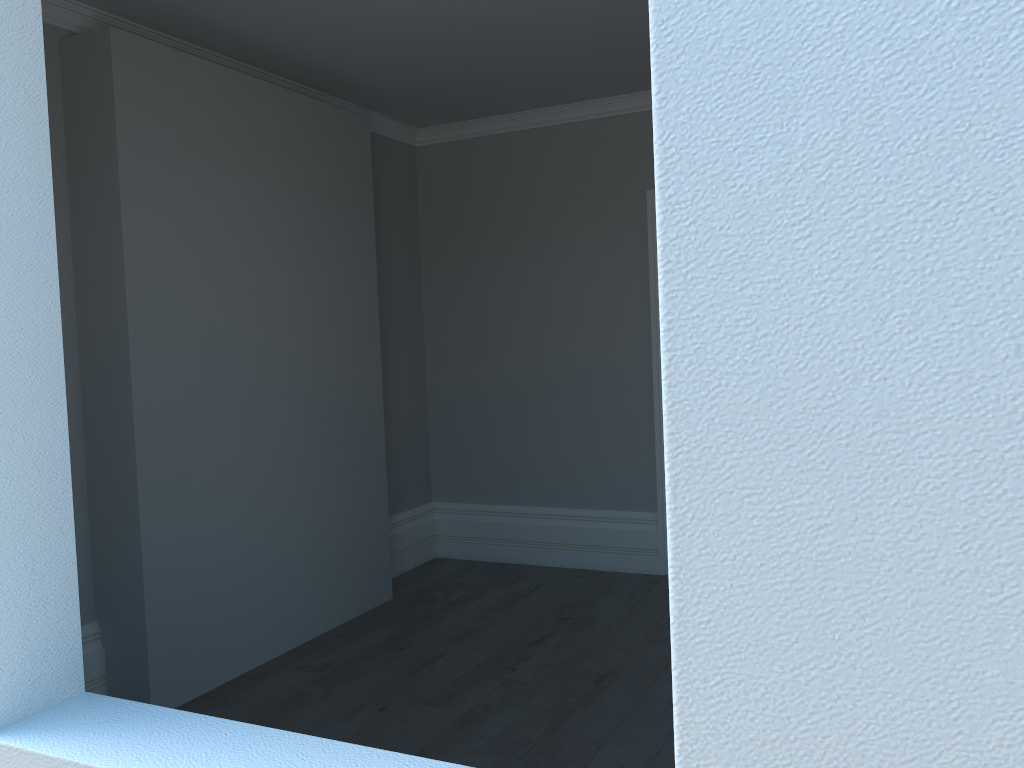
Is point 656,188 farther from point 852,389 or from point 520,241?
point 520,241

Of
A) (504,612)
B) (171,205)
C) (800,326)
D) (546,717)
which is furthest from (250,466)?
(800,326)

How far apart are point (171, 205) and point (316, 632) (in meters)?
2.09

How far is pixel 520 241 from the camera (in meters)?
5.40
